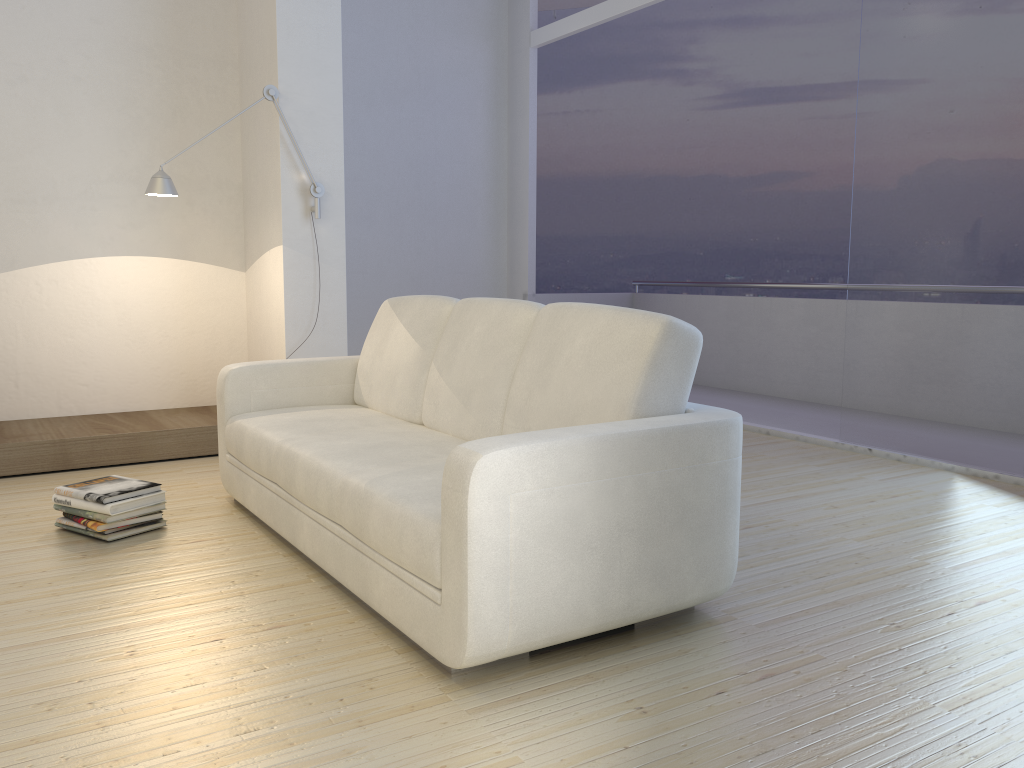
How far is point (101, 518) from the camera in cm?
311

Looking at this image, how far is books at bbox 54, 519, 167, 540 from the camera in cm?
314

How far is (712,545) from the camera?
2.4m

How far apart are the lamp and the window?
2.8 meters

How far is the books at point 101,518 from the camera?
A: 3.1 meters

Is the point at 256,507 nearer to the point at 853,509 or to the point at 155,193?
the point at 155,193

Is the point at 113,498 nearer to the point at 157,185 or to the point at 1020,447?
the point at 157,185

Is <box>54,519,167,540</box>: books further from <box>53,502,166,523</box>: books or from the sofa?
the sofa

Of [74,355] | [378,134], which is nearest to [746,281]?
[378,134]

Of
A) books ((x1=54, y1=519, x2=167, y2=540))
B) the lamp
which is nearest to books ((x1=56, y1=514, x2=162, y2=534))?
books ((x1=54, y1=519, x2=167, y2=540))
